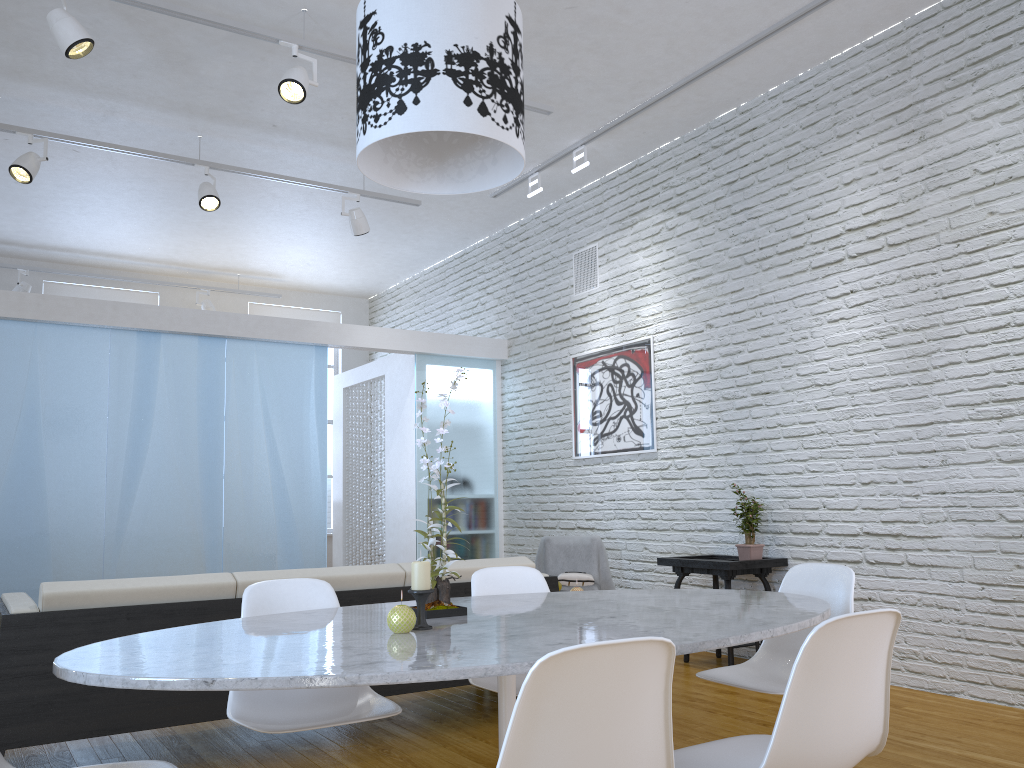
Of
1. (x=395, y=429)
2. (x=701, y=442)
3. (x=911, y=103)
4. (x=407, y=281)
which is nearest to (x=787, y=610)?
(x=911, y=103)

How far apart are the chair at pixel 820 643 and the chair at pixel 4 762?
1.0m

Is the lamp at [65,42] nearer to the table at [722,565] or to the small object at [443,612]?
the small object at [443,612]

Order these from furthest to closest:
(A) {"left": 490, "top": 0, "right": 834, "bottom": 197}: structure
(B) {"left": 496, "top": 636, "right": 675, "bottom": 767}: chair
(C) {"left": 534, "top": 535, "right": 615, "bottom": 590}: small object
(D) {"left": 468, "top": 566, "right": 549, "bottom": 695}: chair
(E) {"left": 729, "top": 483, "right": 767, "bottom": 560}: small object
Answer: (C) {"left": 534, "top": 535, "right": 615, "bottom": 590}: small object
(E) {"left": 729, "top": 483, "right": 767, "bottom": 560}: small object
(A) {"left": 490, "top": 0, "right": 834, "bottom": 197}: structure
(D) {"left": 468, "top": 566, "right": 549, "bottom": 695}: chair
(B) {"left": 496, "top": 636, "right": 675, "bottom": 767}: chair

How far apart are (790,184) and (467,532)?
3.68m

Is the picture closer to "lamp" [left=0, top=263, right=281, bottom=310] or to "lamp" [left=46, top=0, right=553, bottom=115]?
"lamp" [left=46, top=0, right=553, bottom=115]

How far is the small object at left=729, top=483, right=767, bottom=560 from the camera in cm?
480

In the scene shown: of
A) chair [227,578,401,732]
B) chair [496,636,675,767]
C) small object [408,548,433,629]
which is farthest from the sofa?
chair [496,636,675,767]

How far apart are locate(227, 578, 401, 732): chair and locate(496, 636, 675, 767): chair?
1.0 meters

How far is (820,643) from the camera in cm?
150
